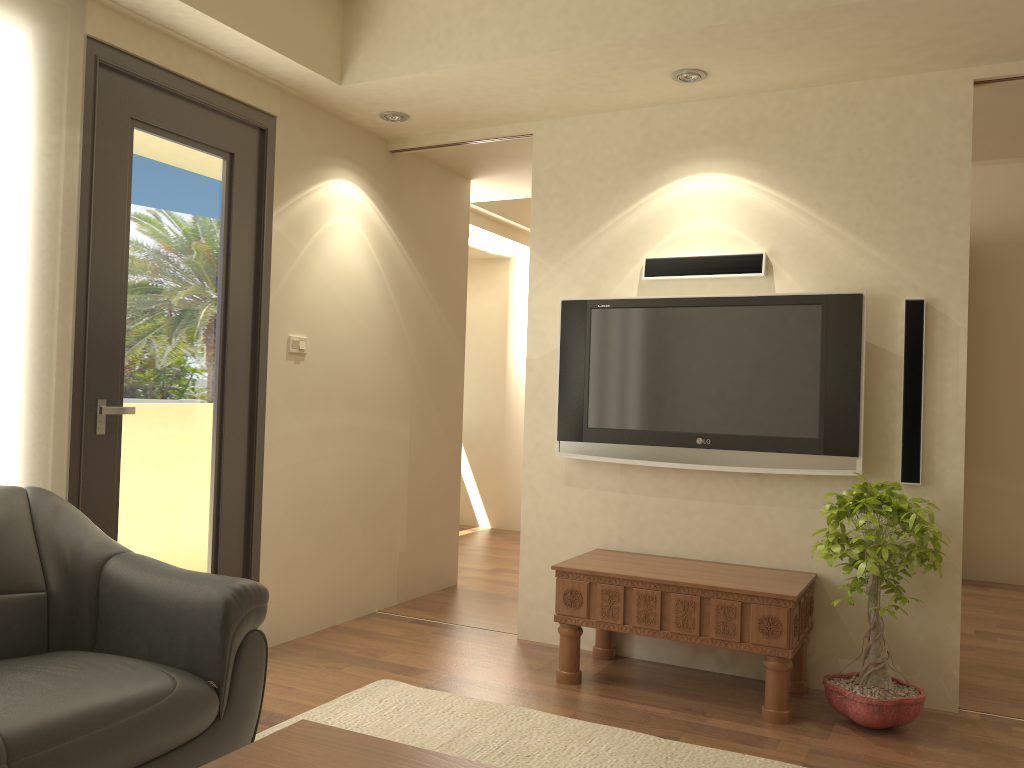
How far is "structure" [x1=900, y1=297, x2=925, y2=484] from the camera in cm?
360

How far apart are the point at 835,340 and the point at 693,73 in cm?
127

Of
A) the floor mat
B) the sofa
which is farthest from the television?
the sofa

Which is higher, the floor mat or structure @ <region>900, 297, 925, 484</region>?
structure @ <region>900, 297, 925, 484</region>

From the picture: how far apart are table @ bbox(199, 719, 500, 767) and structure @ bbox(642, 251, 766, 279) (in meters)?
2.75

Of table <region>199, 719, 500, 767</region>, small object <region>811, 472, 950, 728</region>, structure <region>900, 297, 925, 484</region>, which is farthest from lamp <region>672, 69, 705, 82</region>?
table <region>199, 719, 500, 767</region>

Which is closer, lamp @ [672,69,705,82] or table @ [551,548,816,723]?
table @ [551,548,816,723]

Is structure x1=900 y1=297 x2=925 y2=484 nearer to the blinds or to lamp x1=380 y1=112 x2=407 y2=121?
lamp x1=380 y1=112 x2=407 y2=121

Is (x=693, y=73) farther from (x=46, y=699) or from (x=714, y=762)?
(x=46, y=699)

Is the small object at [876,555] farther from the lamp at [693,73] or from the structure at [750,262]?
the lamp at [693,73]
